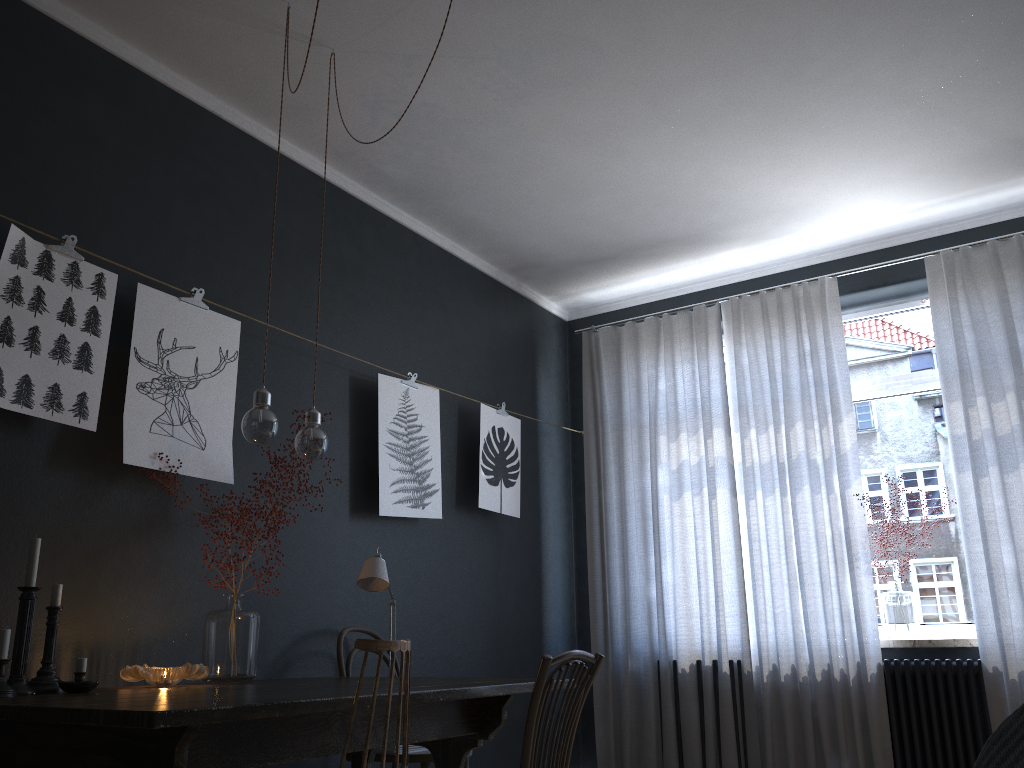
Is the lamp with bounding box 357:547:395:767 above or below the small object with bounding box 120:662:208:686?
above

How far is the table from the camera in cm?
176

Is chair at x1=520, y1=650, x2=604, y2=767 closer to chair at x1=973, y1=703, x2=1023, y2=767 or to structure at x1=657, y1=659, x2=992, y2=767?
chair at x1=973, y1=703, x2=1023, y2=767

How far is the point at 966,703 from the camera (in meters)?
4.12

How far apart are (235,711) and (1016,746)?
1.4m

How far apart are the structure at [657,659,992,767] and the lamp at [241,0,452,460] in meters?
3.1

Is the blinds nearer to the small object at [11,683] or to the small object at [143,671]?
the small object at [143,671]

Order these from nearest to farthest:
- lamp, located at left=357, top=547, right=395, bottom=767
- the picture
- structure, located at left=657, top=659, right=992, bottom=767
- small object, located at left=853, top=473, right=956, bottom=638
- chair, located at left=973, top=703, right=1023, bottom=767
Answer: chair, located at left=973, top=703, right=1023, bottom=767, the picture, lamp, located at left=357, top=547, right=395, bottom=767, structure, located at left=657, top=659, right=992, bottom=767, small object, located at left=853, top=473, right=956, bottom=638

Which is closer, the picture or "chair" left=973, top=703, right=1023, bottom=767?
"chair" left=973, top=703, right=1023, bottom=767

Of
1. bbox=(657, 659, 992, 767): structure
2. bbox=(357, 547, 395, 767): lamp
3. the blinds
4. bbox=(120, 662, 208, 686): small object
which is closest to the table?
bbox=(120, 662, 208, 686): small object
